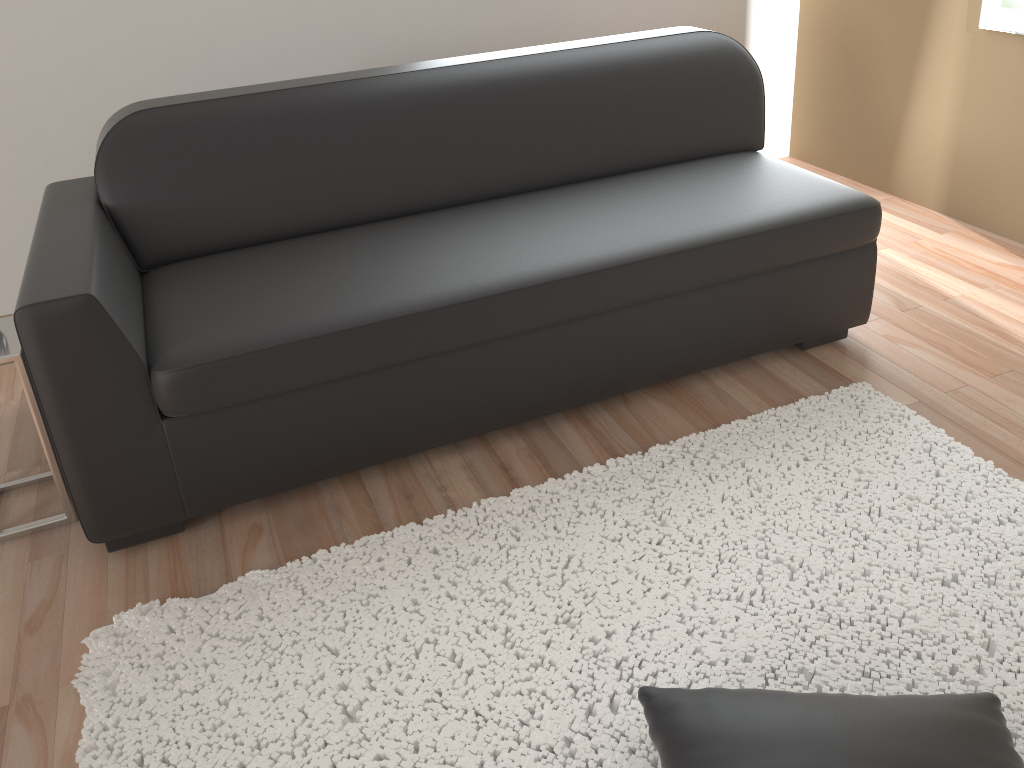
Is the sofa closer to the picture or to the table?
the table

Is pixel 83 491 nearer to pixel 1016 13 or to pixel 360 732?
pixel 360 732

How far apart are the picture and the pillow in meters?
2.5

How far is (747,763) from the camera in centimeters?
129cm

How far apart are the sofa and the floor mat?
0.23m

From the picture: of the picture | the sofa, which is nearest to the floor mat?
the sofa

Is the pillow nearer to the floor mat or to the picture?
the floor mat

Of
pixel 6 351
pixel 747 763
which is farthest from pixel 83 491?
pixel 747 763

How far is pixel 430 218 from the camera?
2.5m

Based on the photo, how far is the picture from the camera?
2.97m
